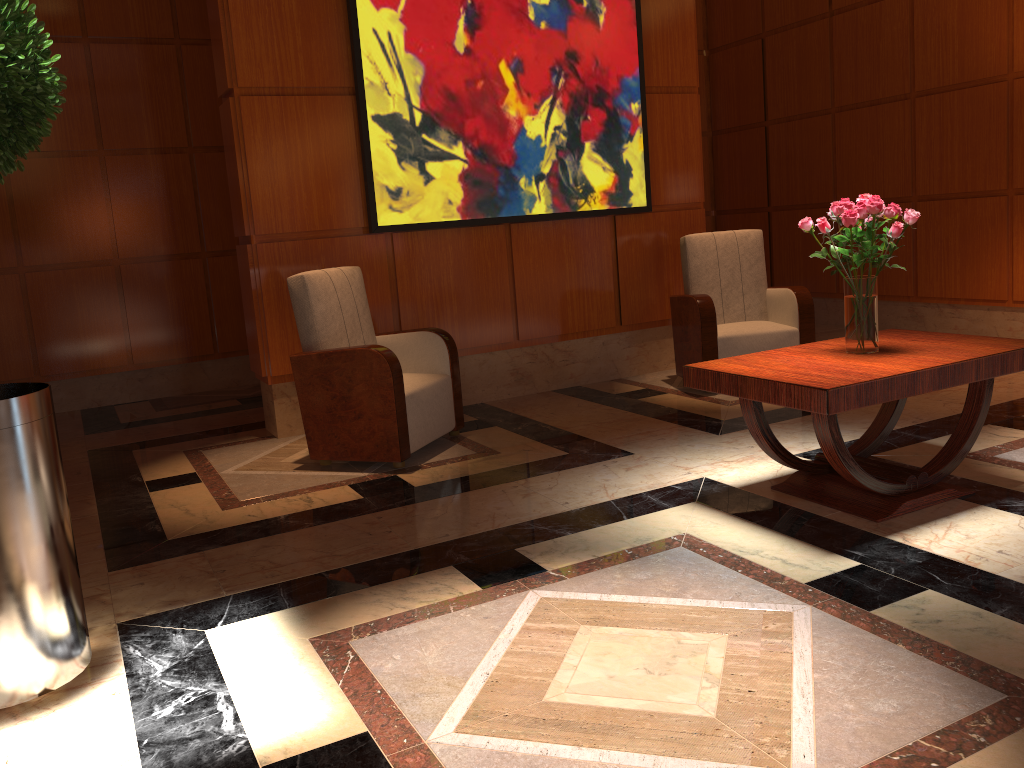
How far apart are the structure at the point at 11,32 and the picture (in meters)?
2.69

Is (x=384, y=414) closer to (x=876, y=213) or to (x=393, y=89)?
(x=393, y=89)

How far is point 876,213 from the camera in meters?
3.2 m

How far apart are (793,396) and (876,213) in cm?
79

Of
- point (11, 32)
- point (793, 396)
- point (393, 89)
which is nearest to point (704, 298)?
point (393, 89)

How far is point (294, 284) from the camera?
4.36m

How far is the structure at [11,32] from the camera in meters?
2.1

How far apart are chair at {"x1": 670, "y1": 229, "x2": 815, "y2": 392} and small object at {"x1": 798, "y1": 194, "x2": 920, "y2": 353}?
1.9 meters

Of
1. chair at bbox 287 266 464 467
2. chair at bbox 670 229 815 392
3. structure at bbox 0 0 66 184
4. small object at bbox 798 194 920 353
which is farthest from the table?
structure at bbox 0 0 66 184

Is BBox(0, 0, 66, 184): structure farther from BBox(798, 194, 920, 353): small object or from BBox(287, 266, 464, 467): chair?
BBox(798, 194, 920, 353): small object
